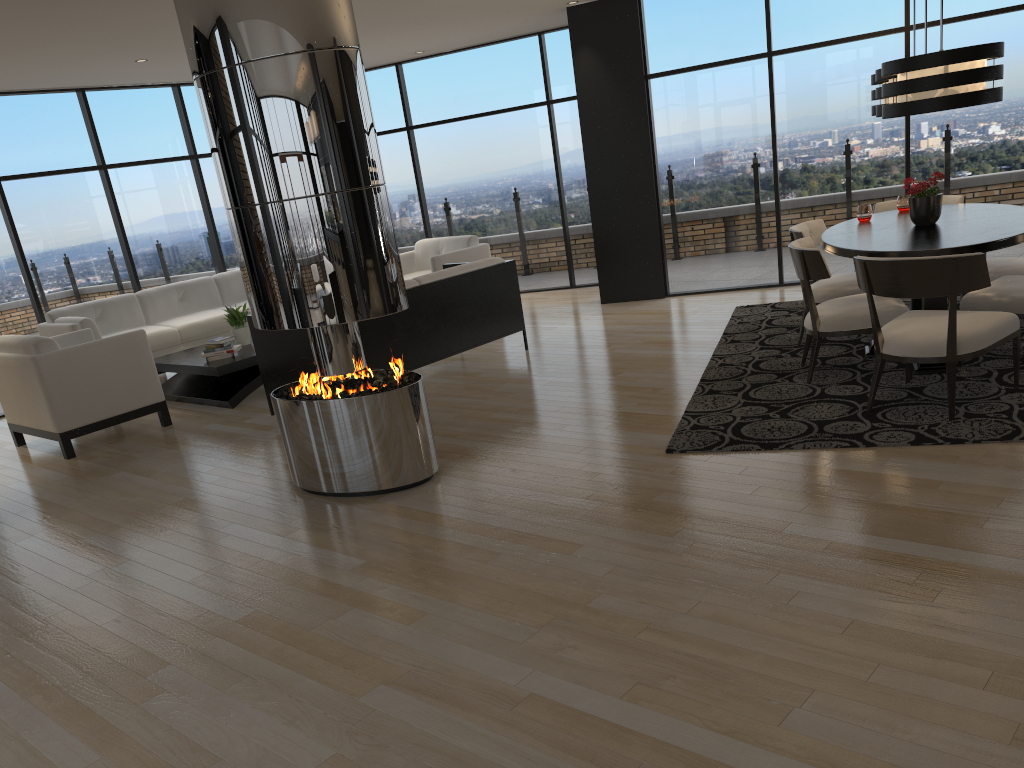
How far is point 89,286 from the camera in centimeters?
868cm

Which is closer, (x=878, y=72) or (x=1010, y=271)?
(x=878, y=72)

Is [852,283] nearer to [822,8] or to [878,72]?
[878,72]

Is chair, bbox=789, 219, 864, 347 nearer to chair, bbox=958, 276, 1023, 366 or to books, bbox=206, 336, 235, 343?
chair, bbox=958, 276, 1023, 366

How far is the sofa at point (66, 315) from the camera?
8.18m

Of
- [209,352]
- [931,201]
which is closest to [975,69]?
[931,201]

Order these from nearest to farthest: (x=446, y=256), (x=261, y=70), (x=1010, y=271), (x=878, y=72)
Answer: (x=261, y=70), (x=878, y=72), (x=1010, y=271), (x=446, y=256)

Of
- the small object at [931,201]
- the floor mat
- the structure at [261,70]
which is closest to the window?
the floor mat

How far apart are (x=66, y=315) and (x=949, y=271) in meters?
7.4 m

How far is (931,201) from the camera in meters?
5.3
